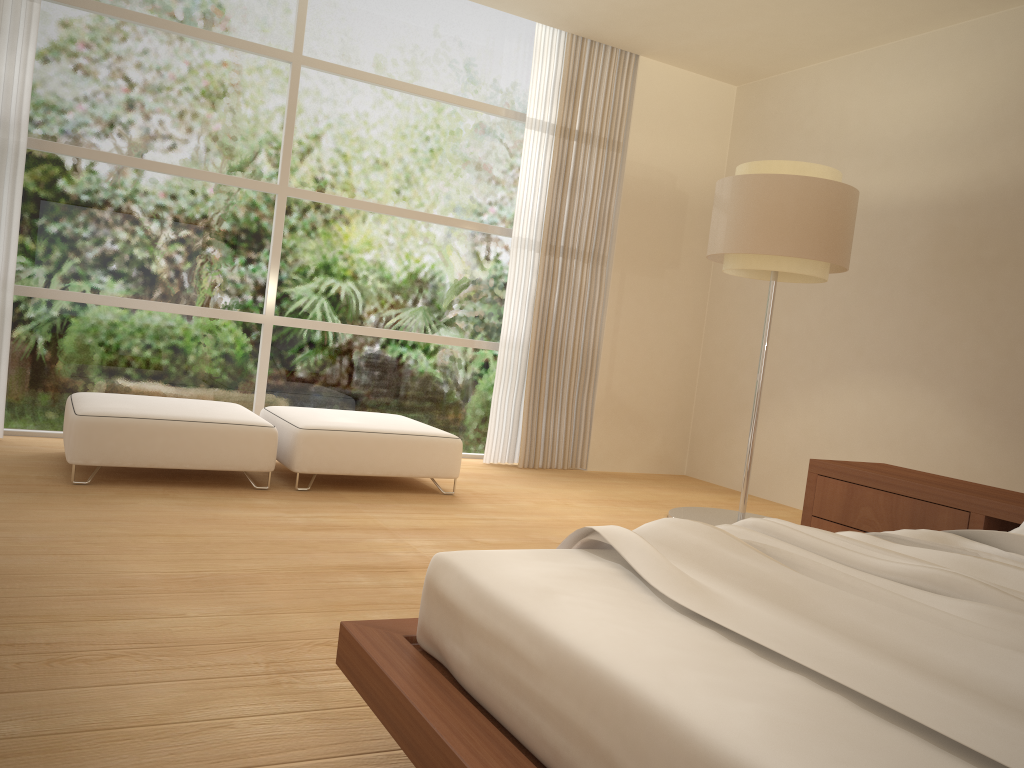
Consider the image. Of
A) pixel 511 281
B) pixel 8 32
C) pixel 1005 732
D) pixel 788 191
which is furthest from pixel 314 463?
pixel 1005 732

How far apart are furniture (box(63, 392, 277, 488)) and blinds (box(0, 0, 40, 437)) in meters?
0.6

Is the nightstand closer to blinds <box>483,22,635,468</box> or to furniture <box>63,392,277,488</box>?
furniture <box>63,392,277,488</box>

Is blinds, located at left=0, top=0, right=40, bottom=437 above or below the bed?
above

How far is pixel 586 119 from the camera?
6.4 meters

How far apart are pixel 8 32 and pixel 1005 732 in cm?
556

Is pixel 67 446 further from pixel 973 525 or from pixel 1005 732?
pixel 1005 732

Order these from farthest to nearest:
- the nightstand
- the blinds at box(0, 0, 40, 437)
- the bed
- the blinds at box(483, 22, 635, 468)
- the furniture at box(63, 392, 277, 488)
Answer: the blinds at box(483, 22, 635, 468), the blinds at box(0, 0, 40, 437), the furniture at box(63, 392, 277, 488), the nightstand, the bed

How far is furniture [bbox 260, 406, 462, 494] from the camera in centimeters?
456cm

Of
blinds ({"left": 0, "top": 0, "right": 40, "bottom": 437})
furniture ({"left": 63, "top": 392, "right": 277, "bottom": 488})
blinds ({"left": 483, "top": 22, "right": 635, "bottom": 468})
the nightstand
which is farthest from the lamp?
blinds ({"left": 0, "top": 0, "right": 40, "bottom": 437})
